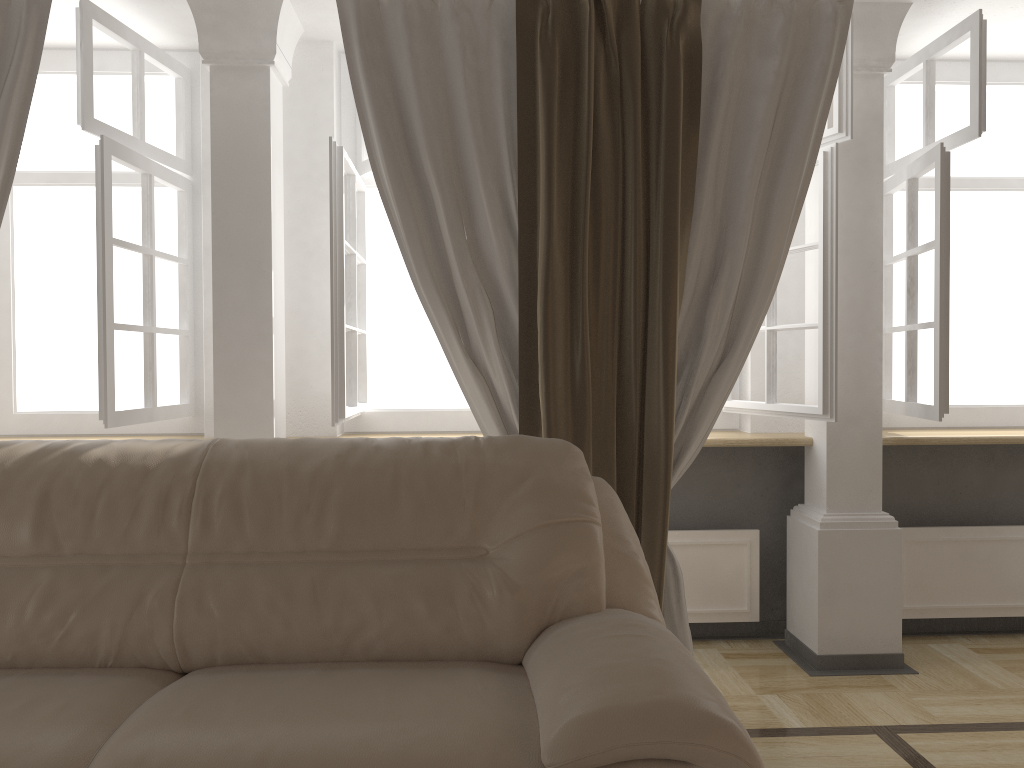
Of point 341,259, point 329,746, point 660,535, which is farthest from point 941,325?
→ point 329,746

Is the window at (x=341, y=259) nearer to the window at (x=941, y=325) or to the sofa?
the window at (x=941, y=325)

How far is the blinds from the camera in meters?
2.6 m

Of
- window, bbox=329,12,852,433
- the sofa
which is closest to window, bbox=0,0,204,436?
window, bbox=329,12,852,433

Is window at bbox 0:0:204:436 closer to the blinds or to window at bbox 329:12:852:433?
the blinds

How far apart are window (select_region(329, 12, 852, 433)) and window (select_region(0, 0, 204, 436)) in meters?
0.6

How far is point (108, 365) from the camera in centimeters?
278cm

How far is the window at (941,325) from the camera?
2.91m

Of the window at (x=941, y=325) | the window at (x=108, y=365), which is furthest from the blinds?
the window at (x=941, y=325)

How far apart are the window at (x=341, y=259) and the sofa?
0.7 meters
